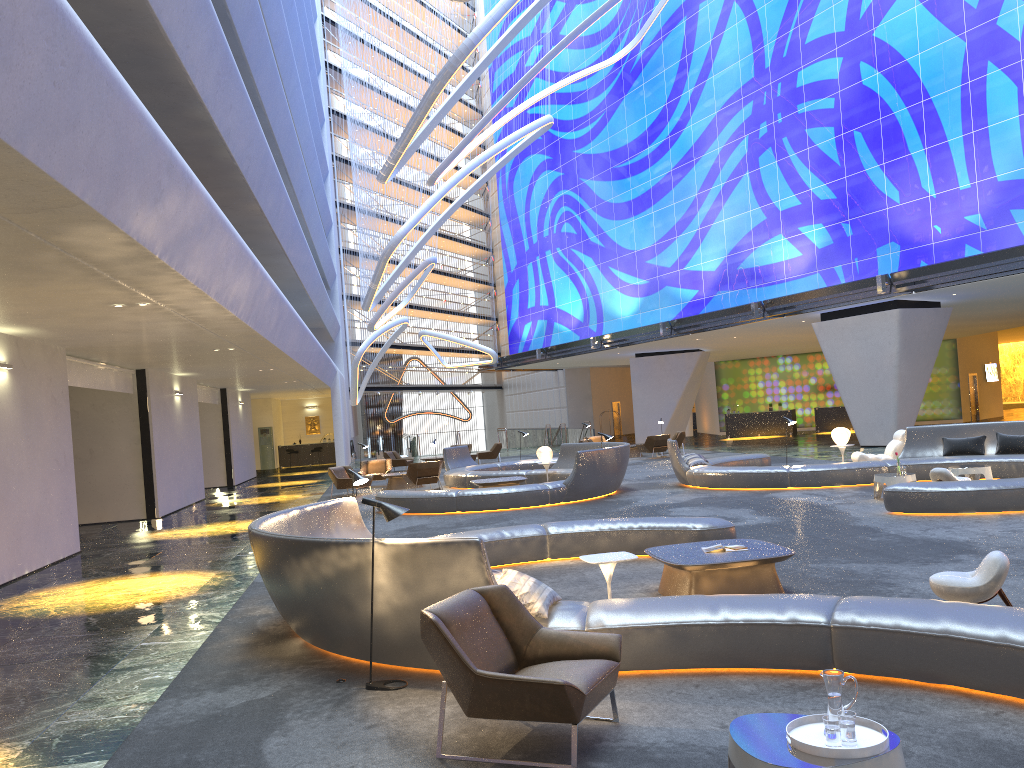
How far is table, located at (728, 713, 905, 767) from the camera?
3.3 meters

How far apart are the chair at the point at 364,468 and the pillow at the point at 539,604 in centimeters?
1880cm

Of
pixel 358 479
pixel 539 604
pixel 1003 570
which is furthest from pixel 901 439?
pixel 539 604

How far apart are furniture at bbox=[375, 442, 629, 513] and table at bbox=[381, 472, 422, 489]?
1.3m

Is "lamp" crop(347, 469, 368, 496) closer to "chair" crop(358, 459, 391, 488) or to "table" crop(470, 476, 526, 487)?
"table" crop(470, 476, 526, 487)

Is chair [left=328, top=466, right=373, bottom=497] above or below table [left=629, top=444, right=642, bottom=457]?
above

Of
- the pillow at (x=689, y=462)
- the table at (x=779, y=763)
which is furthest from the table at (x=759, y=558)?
the pillow at (x=689, y=462)

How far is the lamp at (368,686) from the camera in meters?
5.9

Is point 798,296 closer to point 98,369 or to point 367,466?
point 367,466

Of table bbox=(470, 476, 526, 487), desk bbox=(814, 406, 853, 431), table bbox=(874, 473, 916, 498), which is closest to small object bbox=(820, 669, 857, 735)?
table bbox=(874, 473, 916, 498)
